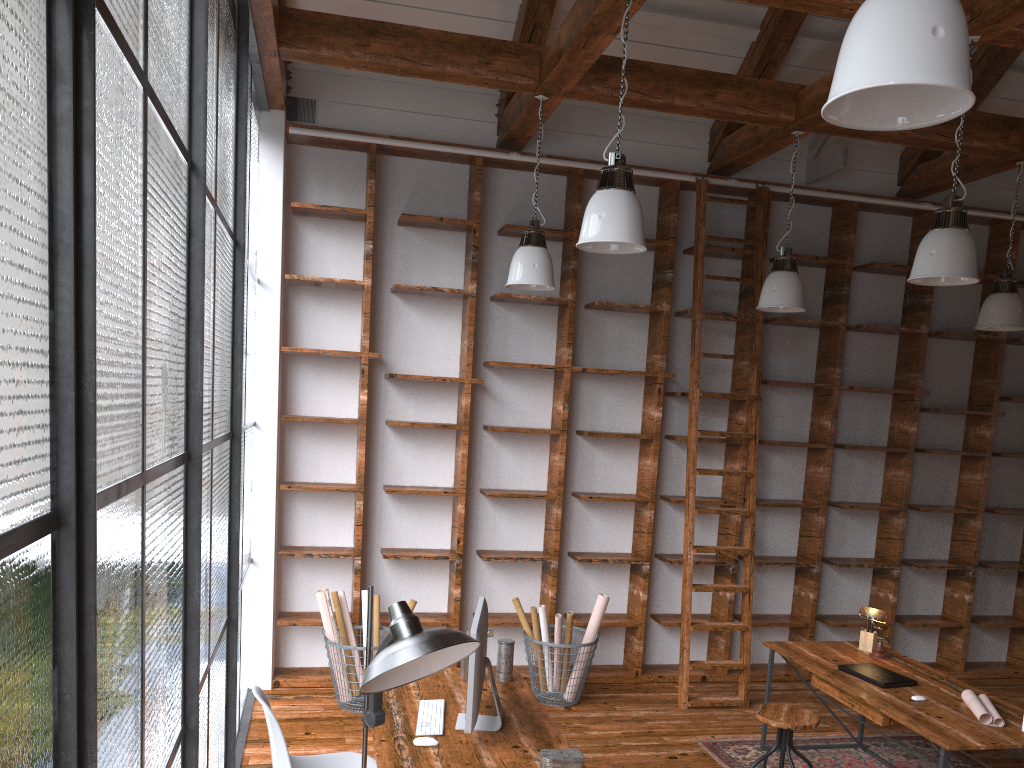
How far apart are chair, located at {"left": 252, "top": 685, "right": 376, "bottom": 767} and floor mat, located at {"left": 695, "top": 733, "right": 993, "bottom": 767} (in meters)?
2.17

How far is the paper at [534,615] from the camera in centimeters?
544cm

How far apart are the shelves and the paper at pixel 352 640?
0.1 meters

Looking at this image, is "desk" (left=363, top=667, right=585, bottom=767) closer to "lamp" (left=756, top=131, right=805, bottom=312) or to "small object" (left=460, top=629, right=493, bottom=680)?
"small object" (left=460, top=629, right=493, bottom=680)

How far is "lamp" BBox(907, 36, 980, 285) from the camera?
3.82m

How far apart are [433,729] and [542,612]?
2.2m

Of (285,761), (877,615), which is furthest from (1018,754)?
(285,761)

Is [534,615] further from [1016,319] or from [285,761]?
[1016,319]

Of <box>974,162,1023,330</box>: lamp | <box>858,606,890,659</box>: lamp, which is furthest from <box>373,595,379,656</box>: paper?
<box>974,162,1023,330</box>: lamp

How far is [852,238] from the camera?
6.33m
